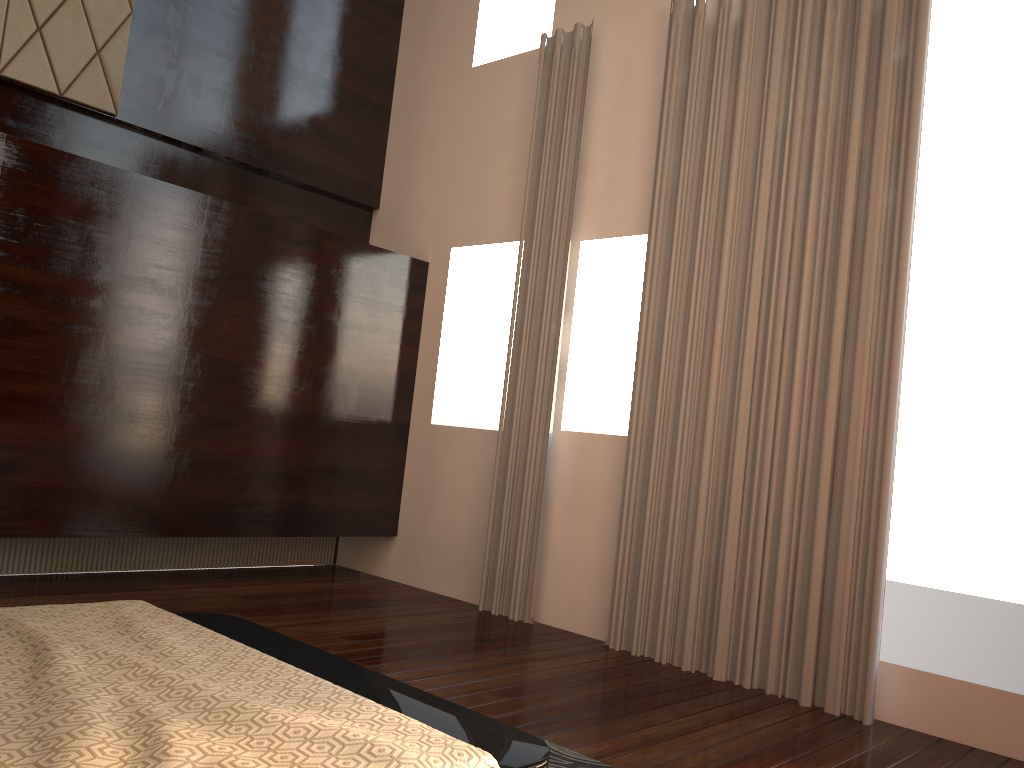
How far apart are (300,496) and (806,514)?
2.8m

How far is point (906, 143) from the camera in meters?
3.7 m

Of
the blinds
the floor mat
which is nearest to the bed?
the floor mat

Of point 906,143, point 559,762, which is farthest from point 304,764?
point 906,143

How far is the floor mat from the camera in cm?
267

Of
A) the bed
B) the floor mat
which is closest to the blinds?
the floor mat

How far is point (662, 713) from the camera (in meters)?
3.34

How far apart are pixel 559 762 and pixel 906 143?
2.81m

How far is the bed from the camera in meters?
1.5

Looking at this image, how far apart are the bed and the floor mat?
0.7m
